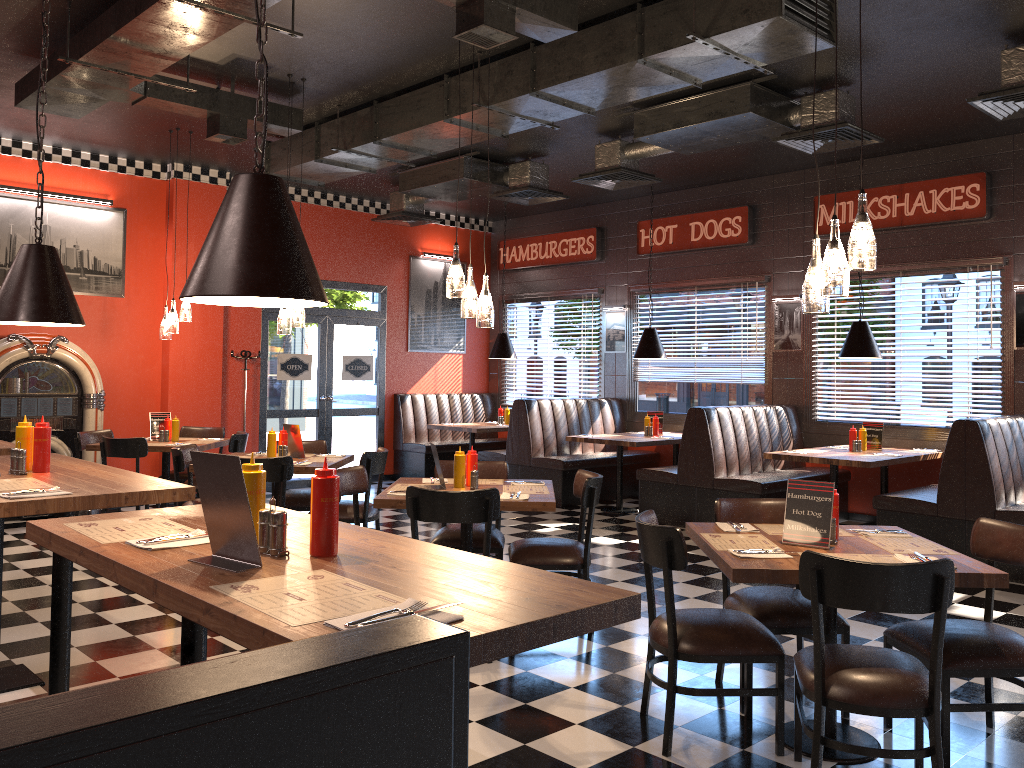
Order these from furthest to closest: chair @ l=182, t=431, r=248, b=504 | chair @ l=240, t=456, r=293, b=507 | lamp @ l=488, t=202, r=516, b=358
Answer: lamp @ l=488, t=202, r=516, b=358 < chair @ l=182, t=431, r=248, b=504 < chair @ l=240, t=456, r=293, b=507

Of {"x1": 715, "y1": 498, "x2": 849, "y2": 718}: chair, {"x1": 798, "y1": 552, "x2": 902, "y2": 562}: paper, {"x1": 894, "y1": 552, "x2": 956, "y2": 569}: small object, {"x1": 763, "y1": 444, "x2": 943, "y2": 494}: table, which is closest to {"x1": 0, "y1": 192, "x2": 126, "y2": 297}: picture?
{"x1": 763, "y1": 444, "x2": 943, "y2": 494}: table

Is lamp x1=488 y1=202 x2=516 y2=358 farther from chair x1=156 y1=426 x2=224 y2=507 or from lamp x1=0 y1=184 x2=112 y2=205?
lamp x1=0 y1=184 x2=112 y2=205

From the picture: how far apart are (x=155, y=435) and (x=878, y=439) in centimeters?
673cm

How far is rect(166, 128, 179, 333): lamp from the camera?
8.08m

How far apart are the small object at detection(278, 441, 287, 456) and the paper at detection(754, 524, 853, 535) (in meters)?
3.88

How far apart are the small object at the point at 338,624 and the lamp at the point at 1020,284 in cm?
779

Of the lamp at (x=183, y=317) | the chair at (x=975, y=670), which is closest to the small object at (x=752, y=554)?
the chair at (x=975, y=670)

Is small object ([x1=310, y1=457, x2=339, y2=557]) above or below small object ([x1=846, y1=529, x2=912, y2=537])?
above

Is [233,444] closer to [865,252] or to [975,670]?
[865,252]
